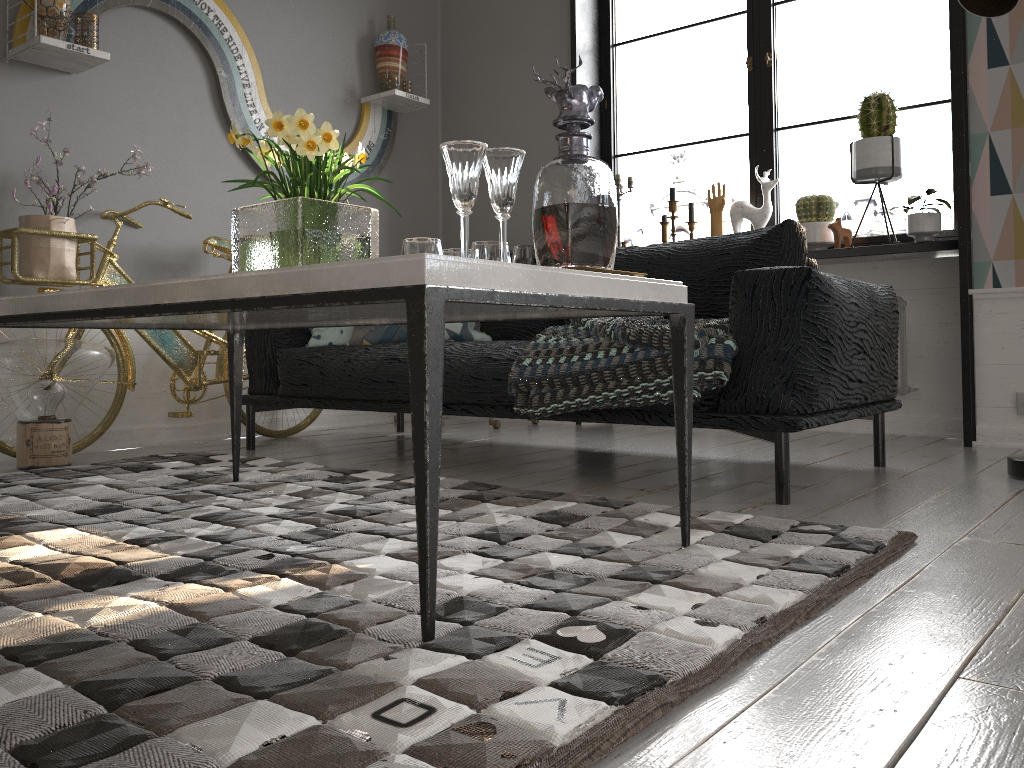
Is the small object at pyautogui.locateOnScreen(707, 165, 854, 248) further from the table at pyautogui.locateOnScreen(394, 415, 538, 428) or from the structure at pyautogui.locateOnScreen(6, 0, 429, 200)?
the structure at pyautogui.locateOnScreen(6, 0, 429, 200)

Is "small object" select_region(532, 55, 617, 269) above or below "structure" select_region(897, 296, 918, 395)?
above

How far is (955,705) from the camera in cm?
96

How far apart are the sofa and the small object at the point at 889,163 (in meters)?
0.87

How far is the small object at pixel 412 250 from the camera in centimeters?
161cm

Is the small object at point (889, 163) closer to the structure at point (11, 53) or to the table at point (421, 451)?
the structure at point (11, 53)

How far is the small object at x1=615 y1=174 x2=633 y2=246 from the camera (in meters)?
4.37

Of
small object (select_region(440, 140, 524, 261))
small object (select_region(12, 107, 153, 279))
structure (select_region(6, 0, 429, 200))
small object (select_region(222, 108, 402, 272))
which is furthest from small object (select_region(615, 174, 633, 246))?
small object (select_region(440, 140, 524, 261))

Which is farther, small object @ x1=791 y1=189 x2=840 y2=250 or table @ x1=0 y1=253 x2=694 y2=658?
small object @ x1=791 y1=189 x2=840 y2=250

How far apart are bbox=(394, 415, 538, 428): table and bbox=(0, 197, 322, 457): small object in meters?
0.8 m
